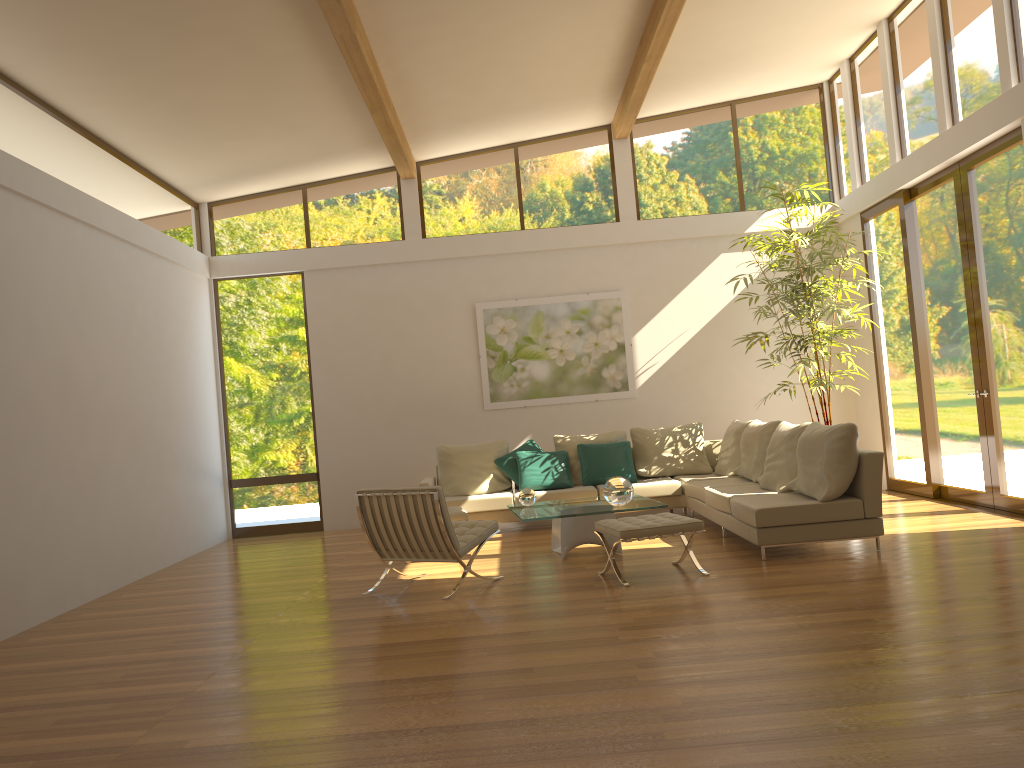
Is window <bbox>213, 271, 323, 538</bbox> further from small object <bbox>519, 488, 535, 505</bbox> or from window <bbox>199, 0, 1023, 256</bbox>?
small object <bbox>519, 488, 535, 505</bbox>

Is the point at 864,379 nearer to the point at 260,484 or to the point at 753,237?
the point at 753,237

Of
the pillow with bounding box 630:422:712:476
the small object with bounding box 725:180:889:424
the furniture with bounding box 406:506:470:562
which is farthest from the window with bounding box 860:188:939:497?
the furniture with bounding box 406:506:470:562

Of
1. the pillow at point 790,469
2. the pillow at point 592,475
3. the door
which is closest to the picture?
the pillow at point 592,475

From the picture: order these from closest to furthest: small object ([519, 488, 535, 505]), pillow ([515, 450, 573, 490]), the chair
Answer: the chair → small object ([519, 488, 535, 505]) → pillow ([515, 450, 573, 490])

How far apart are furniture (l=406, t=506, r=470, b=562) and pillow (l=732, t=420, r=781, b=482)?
2.7m

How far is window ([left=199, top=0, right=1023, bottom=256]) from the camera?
7.9m

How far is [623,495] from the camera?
6.9 meters

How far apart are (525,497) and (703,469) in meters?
2.8

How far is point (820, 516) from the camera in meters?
6.4
